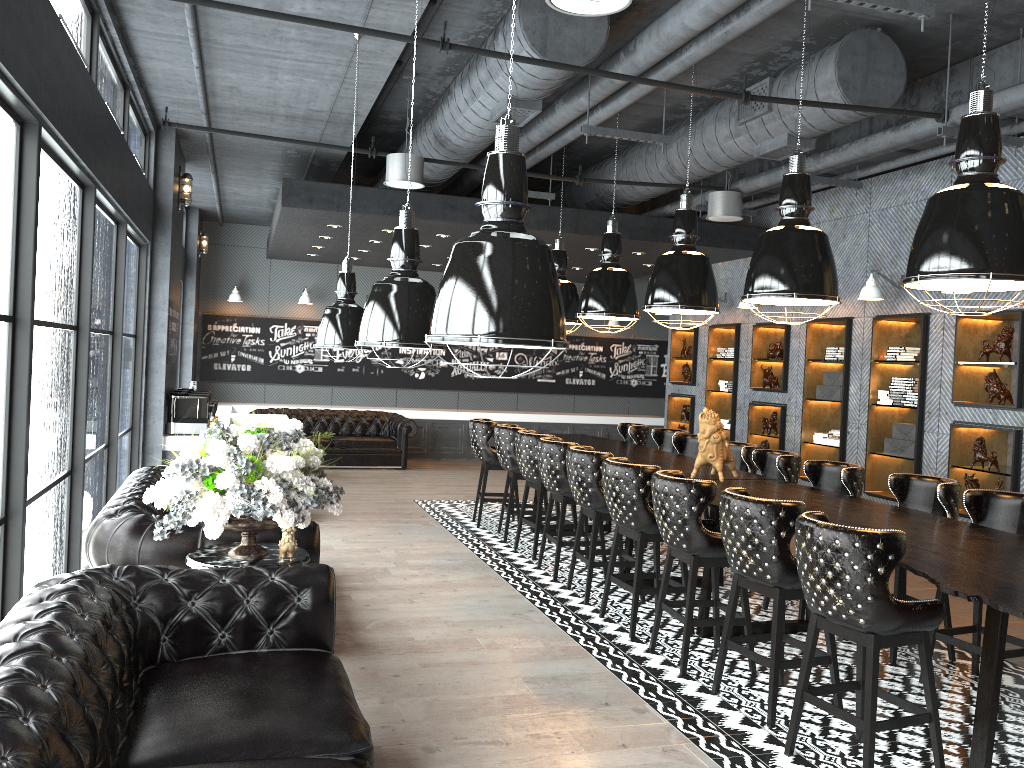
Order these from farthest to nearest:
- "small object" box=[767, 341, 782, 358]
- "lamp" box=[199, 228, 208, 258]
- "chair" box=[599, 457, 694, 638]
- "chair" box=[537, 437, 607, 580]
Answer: "lamp" box=[199, 228, 208, 258] < "small object" box=[767, 341, 782, 358] < "chair" box=[537, 437, 607, 580] < "chair" box=[599, 457, 694, 638]

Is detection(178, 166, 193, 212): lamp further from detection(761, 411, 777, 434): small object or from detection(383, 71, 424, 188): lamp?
detection(761, 411, 777, 434): small object

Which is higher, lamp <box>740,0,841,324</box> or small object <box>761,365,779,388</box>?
lamp <box>740,0,841,324</box>

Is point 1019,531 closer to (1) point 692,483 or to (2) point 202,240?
(1) point 692,483

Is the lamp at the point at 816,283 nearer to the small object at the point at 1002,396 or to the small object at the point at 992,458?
the small object at the point at 1002,396

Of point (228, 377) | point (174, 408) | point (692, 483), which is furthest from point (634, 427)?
point (228, 377)

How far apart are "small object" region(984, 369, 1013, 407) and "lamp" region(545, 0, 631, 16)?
5.5 meters

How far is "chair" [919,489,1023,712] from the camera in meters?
5.0 m

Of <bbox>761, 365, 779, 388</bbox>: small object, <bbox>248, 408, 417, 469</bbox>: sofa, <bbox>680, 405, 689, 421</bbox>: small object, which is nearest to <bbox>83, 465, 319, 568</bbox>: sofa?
<bbox>248, 408, 417, 469</bbox>: sofa

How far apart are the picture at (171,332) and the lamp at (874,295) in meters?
6.9
